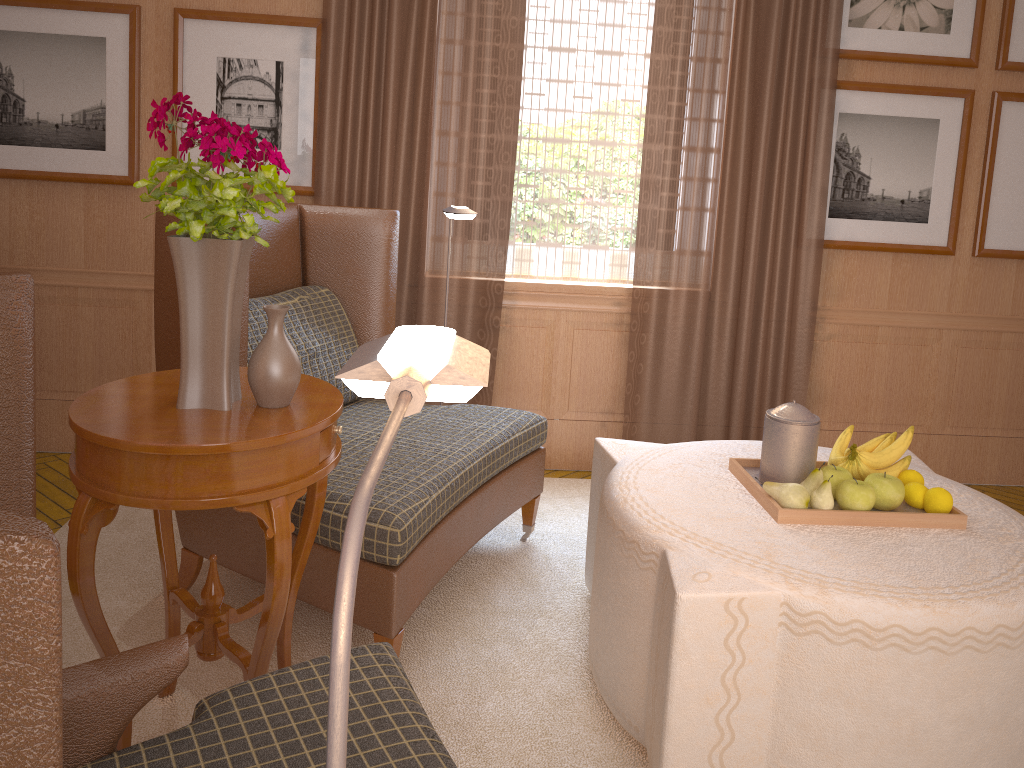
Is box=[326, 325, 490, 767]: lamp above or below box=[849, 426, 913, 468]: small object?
above

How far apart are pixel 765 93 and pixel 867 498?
3.49m

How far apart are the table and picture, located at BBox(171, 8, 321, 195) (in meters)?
2.96

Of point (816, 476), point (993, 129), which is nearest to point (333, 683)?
point (816, 476)

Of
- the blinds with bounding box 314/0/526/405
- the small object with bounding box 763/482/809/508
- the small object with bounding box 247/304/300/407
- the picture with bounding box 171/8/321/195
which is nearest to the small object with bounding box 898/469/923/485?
the small object with bounding box 763/482/809/508

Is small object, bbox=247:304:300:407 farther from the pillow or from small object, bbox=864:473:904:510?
small object, bbox=864:473:904:510

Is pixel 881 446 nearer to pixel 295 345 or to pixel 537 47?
pixel 295 345

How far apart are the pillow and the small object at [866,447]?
2.82m

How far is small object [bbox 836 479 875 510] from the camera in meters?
3.7 m

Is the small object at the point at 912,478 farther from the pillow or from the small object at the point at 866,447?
the pillow
